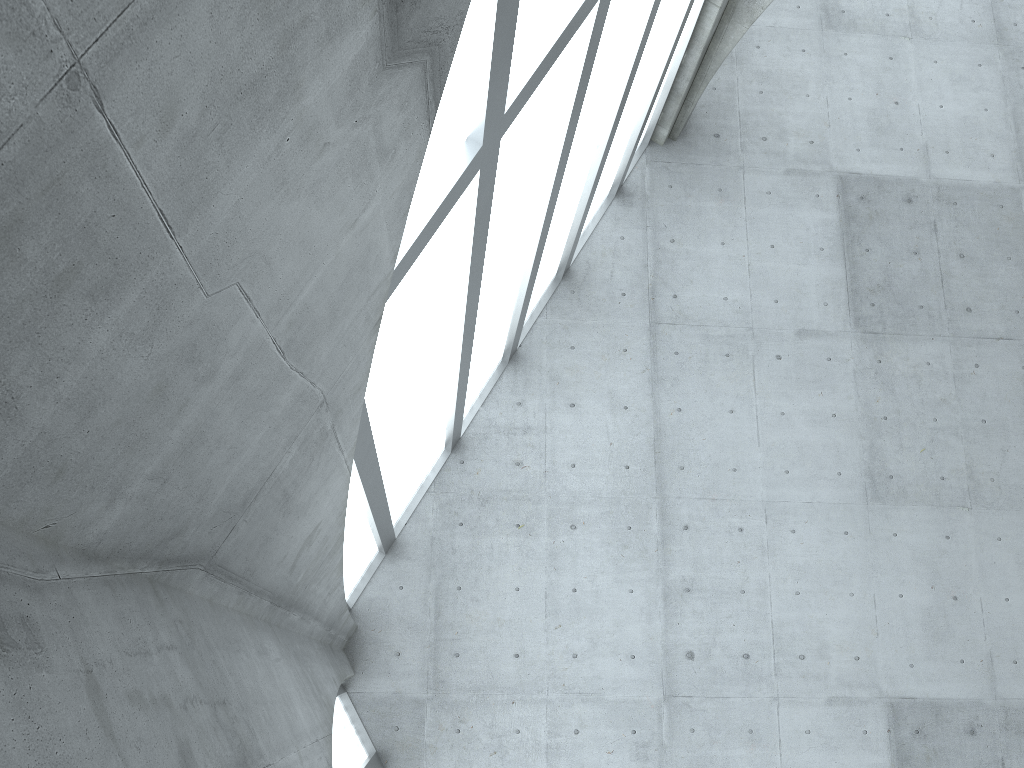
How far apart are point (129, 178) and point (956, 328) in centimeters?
2773cm

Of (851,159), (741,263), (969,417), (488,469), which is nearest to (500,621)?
(488,469)
